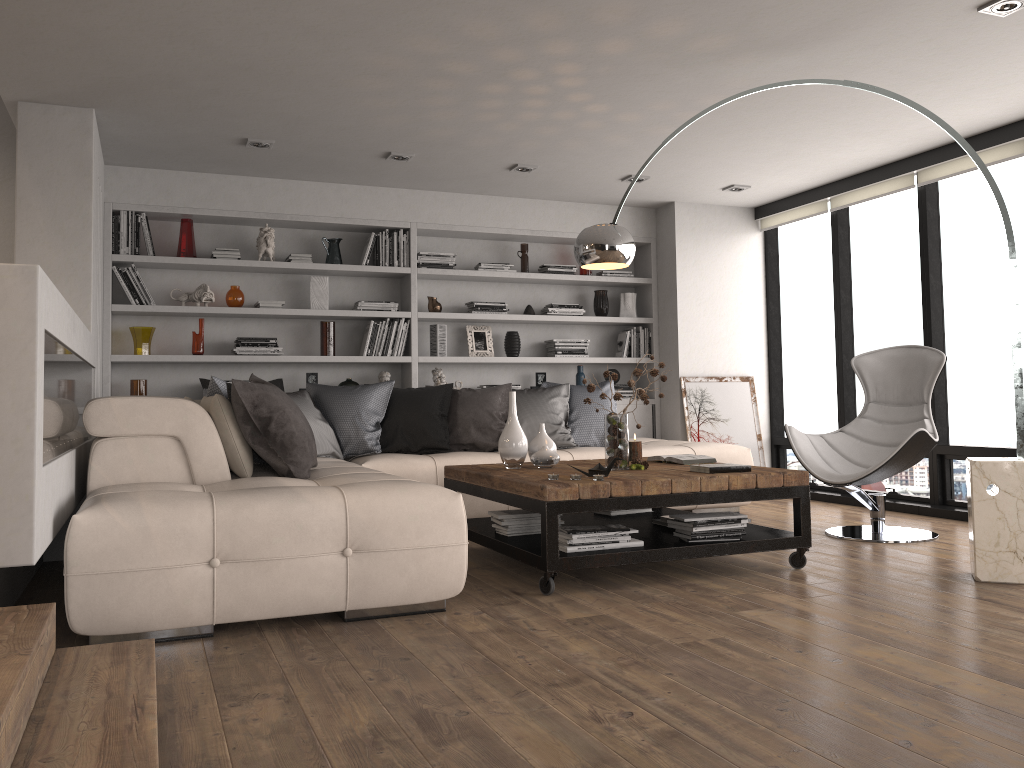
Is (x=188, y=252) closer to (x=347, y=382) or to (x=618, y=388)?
(x=347, y=382)

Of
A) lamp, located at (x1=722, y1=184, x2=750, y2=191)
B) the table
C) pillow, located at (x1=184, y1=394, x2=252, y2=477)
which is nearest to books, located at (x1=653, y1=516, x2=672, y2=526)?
the table

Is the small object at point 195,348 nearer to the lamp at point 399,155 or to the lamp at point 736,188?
the lamp at point 399,155

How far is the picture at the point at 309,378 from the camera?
6.5m

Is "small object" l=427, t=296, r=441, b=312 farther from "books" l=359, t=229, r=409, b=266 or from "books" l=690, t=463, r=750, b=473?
"books" l=690, t=463, r=750, b=473

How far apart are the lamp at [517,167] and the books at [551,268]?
1.2m

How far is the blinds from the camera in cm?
543

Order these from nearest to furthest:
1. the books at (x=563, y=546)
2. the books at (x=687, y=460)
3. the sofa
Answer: the sofa < the books at (x=563, y=546) < the books at (x=687, y=460)

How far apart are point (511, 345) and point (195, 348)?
2.4 meters

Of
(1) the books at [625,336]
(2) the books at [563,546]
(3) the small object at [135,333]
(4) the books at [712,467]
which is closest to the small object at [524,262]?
(1) the books at [625,336]
